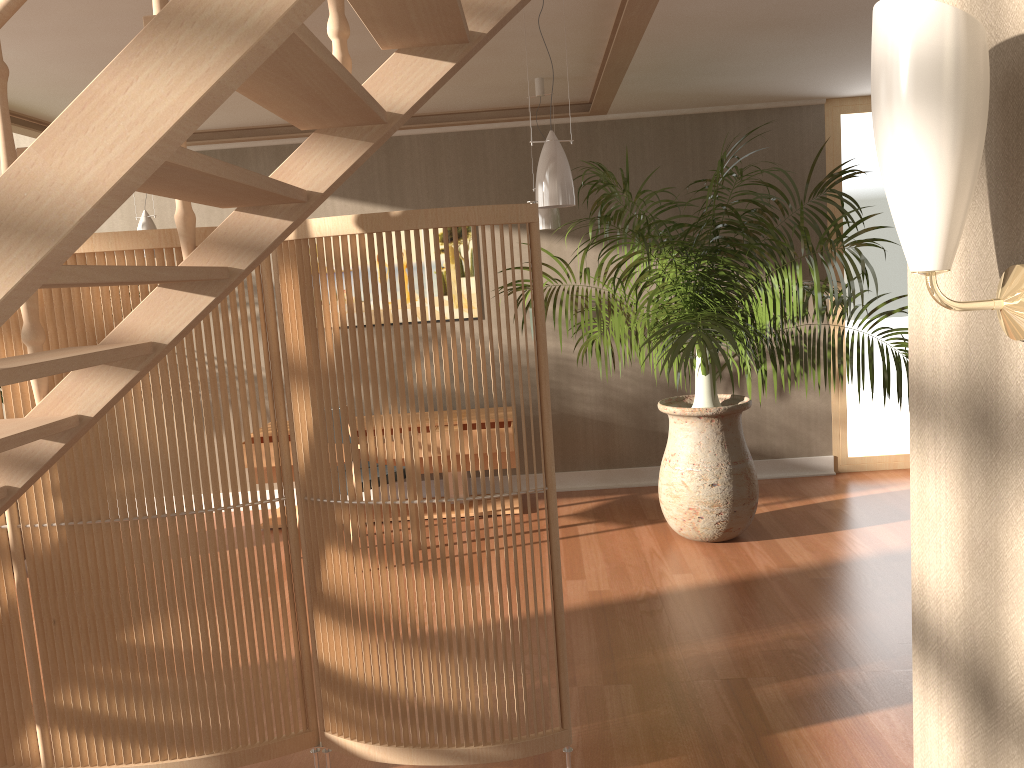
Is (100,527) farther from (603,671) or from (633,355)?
(633,355)

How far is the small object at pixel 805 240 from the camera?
4.0 meters

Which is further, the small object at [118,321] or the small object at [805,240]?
the small object at [805,240]

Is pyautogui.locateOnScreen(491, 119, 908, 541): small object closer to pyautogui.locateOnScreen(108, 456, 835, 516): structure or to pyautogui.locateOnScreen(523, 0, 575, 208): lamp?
pyautogui.locateOnScreen(523, 0, 575, 208): lamp

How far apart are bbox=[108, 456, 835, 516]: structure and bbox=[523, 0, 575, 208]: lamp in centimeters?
309cm

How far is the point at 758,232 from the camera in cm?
453

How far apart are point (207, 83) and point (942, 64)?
0.9m

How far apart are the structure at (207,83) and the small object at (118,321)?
0.12m

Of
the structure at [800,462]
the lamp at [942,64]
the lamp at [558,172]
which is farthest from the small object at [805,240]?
the lamp at [942,64]

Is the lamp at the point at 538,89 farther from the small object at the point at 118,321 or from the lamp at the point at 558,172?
the small object at the point at 118,321
